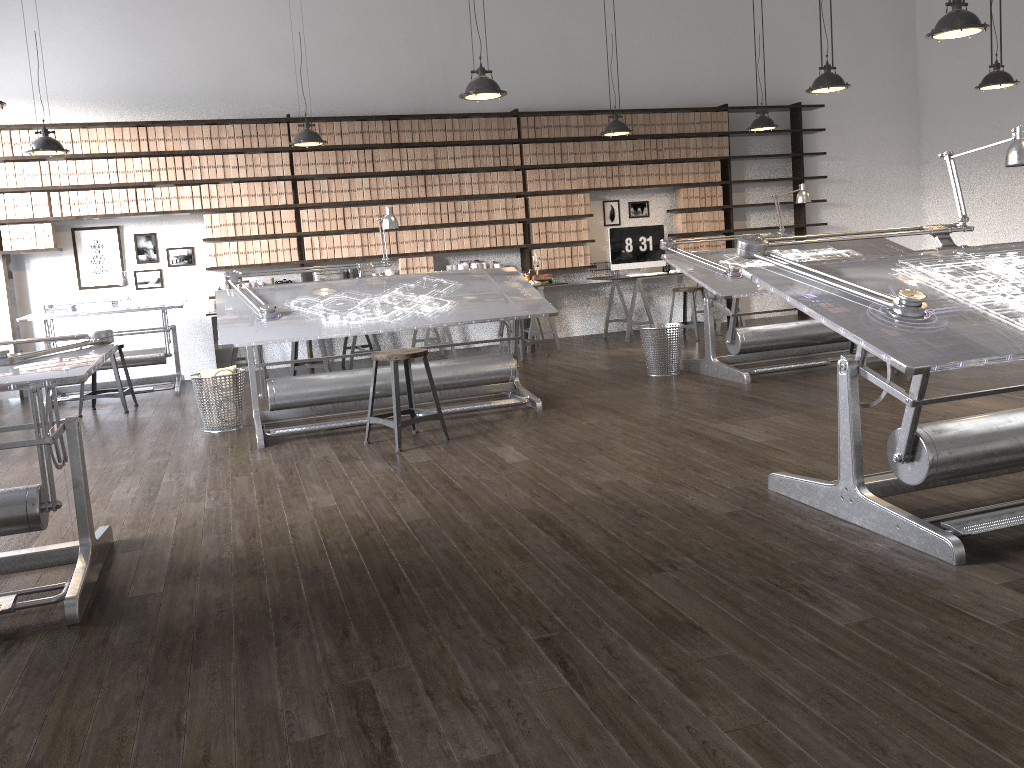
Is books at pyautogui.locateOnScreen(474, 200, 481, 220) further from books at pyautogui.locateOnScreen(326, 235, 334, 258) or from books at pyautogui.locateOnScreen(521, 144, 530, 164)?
books at pyautogui.locateOnScreen(326, 235, 334, 258)

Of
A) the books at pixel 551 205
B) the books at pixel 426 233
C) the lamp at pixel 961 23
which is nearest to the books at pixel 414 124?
the books at pixel 426 233

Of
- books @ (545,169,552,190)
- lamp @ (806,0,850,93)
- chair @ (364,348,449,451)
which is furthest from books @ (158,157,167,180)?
lamp @ (806,0,850,93)

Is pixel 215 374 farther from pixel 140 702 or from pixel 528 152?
pixel 528 152

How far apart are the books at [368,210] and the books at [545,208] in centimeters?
184cm

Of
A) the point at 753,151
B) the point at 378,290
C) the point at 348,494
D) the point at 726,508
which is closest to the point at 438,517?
the point at 348,494

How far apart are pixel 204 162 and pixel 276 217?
0.8m

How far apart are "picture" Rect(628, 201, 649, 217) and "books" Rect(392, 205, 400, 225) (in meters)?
2.70

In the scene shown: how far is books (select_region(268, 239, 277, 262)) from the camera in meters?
8.5 m

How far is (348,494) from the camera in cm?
402
